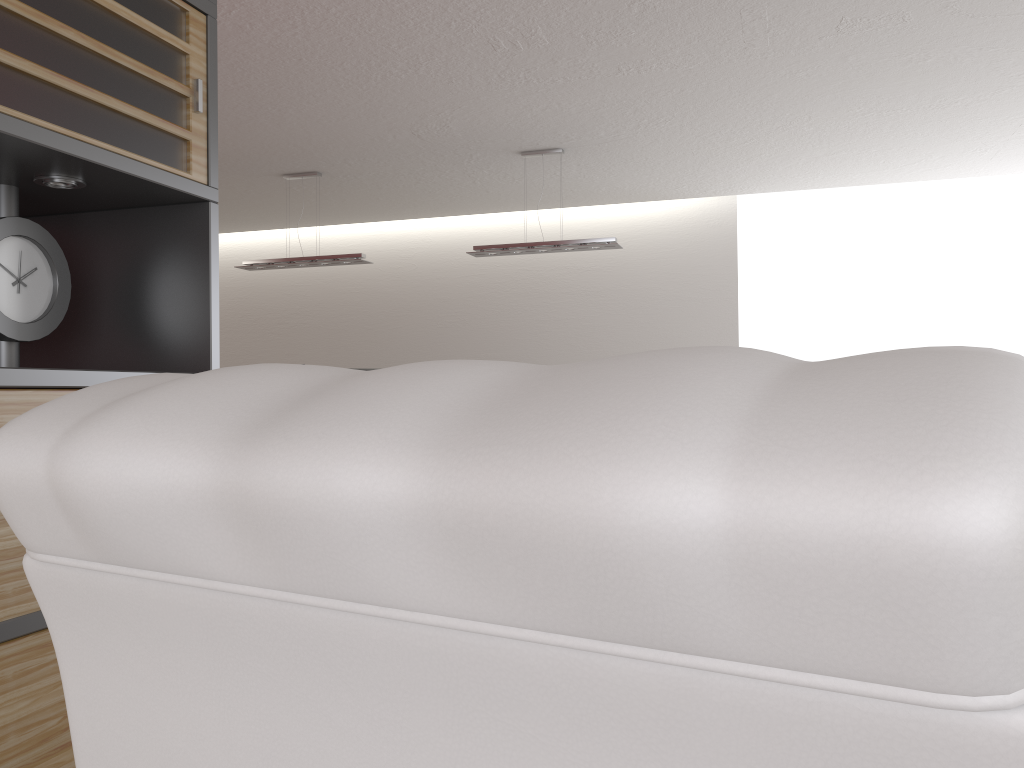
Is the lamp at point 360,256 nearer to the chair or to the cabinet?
the cabinet

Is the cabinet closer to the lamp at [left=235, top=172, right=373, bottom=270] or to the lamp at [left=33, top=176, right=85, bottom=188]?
the lamp at [left=33, top=176, right=85, bottom=188]

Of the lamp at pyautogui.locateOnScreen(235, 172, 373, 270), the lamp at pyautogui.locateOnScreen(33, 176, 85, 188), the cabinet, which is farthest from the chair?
the lamp at pyautogui.locateOnScreen(235, 172, 373, 270)

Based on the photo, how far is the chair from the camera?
0.39m

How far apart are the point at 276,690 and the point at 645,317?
13.74m

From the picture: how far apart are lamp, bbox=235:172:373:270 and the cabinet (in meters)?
8.04

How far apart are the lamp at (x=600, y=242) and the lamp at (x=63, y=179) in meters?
8.0

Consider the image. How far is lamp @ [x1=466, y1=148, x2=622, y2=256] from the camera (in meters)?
10.46

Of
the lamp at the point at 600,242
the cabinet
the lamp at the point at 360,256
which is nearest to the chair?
the cabinet

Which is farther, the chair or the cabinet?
the cabinet
